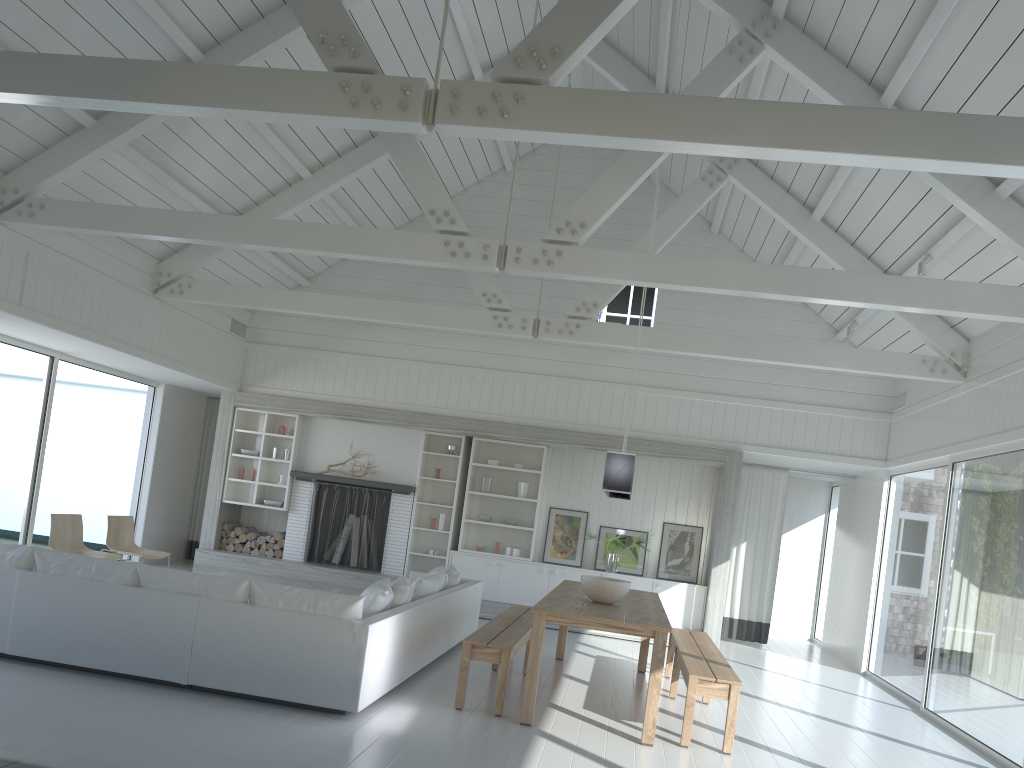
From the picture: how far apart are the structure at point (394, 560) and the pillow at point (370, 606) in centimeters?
395cm

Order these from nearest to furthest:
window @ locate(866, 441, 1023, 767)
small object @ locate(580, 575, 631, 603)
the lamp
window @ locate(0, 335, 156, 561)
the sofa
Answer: the sofa
the lamp
small object @ locate(580, 575, 631, 603)
window @ locate(866, 441, 1023, 767)
window @ locate(0, 335, 156, 561)

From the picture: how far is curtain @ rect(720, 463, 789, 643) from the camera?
11.50m

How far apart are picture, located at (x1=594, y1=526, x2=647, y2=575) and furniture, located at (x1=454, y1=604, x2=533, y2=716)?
2.92m

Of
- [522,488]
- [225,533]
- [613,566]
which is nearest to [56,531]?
[225,533]

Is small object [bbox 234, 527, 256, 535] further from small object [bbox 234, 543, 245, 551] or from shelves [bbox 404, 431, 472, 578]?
shelves [bbox 404, 431, 472, 578]

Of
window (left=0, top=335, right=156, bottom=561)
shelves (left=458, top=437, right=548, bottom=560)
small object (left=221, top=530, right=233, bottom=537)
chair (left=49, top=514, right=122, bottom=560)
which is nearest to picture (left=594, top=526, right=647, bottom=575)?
shelves (left=458, top=437, right=548, bottom=560)

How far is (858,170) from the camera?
7.34m

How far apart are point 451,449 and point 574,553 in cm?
201

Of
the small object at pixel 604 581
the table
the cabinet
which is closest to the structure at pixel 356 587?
the cabinet
